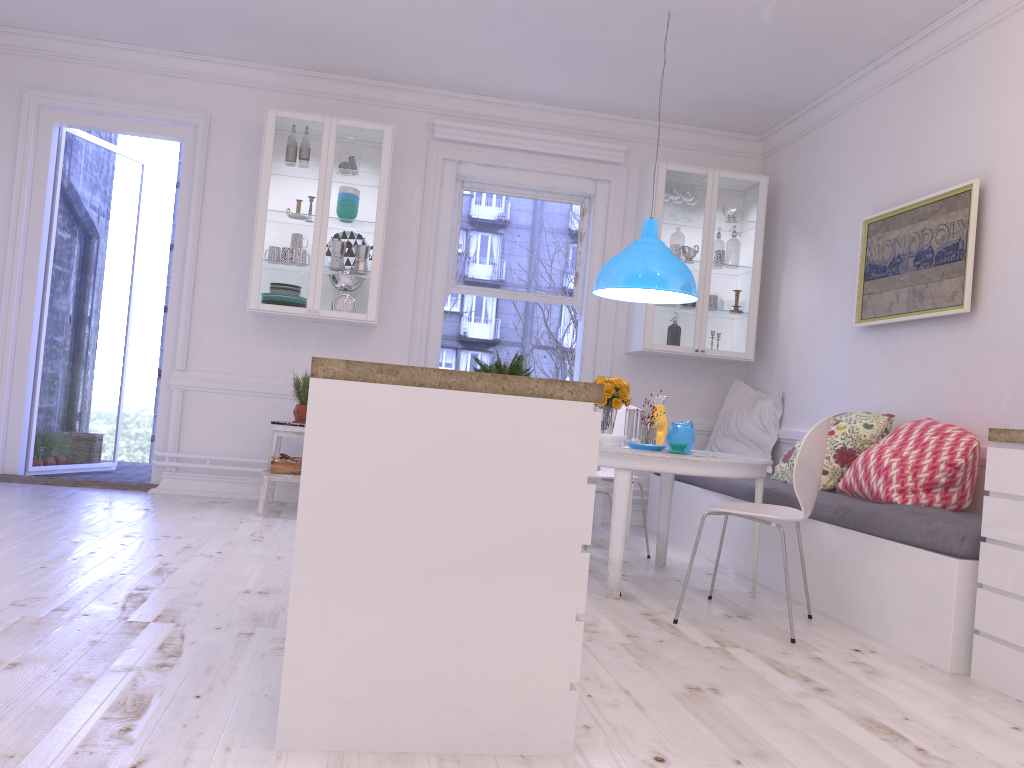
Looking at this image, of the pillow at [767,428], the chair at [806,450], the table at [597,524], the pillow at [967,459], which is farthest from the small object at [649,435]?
the pillow at [767,428]

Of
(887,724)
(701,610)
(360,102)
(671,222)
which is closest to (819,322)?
(671,222)

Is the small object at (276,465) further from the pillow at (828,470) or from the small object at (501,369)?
the pillow at (828,470)

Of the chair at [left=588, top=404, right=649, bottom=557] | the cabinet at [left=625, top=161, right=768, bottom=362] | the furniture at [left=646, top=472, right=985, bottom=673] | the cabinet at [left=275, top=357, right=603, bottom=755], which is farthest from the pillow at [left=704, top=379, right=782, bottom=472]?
the cabinet at [left=275, top=357, right=603, bottom=755]

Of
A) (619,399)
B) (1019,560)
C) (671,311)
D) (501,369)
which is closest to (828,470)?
(619,399)

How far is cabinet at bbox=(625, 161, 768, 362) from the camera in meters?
6.1

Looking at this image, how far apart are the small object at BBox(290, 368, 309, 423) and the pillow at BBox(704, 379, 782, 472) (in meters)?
2.82

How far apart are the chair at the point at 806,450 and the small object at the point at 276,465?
2.68m

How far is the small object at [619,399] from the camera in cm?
438

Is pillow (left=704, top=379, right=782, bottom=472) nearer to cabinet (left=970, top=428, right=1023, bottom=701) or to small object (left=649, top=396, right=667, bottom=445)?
small object (left=649, top=396, right=667, bottom=445)
